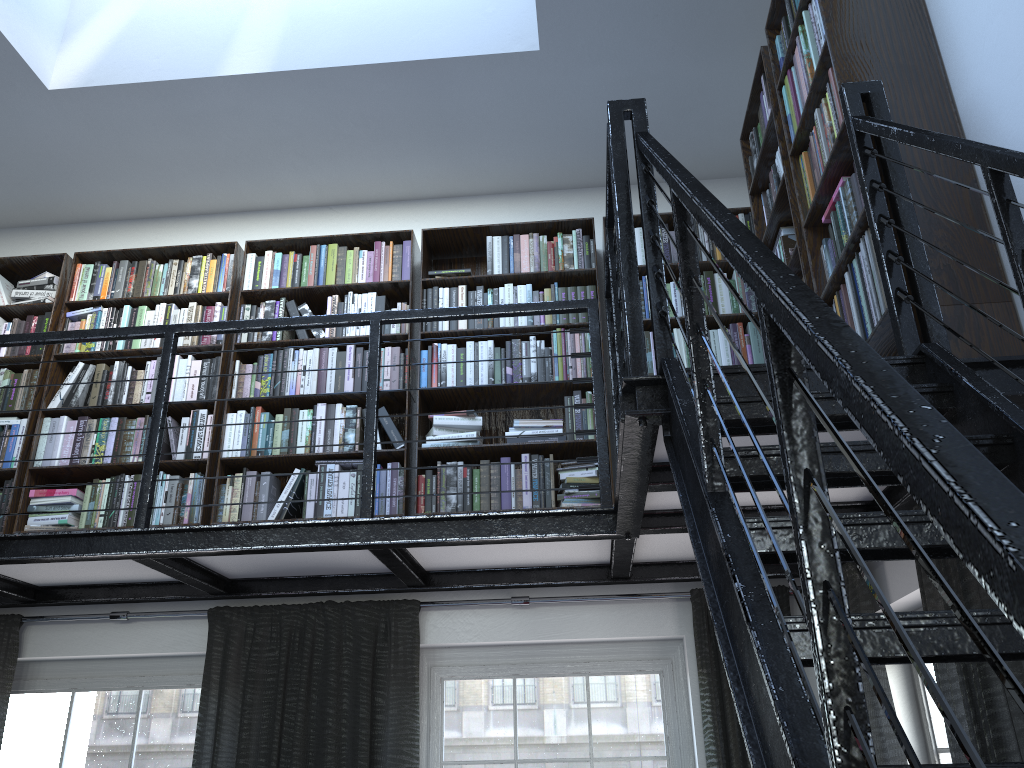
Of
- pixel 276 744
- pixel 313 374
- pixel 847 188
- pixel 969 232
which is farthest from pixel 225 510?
pixel 969 232

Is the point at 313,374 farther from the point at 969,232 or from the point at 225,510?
A: the point at 969,232

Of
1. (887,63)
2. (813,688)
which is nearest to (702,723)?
(813,688)

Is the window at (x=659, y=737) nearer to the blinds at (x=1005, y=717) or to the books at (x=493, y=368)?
the blinds at (x=1005, y=717)

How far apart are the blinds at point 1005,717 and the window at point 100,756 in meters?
2.2 m

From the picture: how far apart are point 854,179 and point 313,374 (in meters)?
2.58

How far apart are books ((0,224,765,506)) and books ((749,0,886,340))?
0.7 meters

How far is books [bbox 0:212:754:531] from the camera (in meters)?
3.84

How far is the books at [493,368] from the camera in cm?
407

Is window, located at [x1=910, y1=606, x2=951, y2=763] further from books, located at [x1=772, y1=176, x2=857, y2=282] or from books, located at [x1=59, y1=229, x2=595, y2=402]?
books, located at [x1=59, y1=229, x2=595, y2=402]
